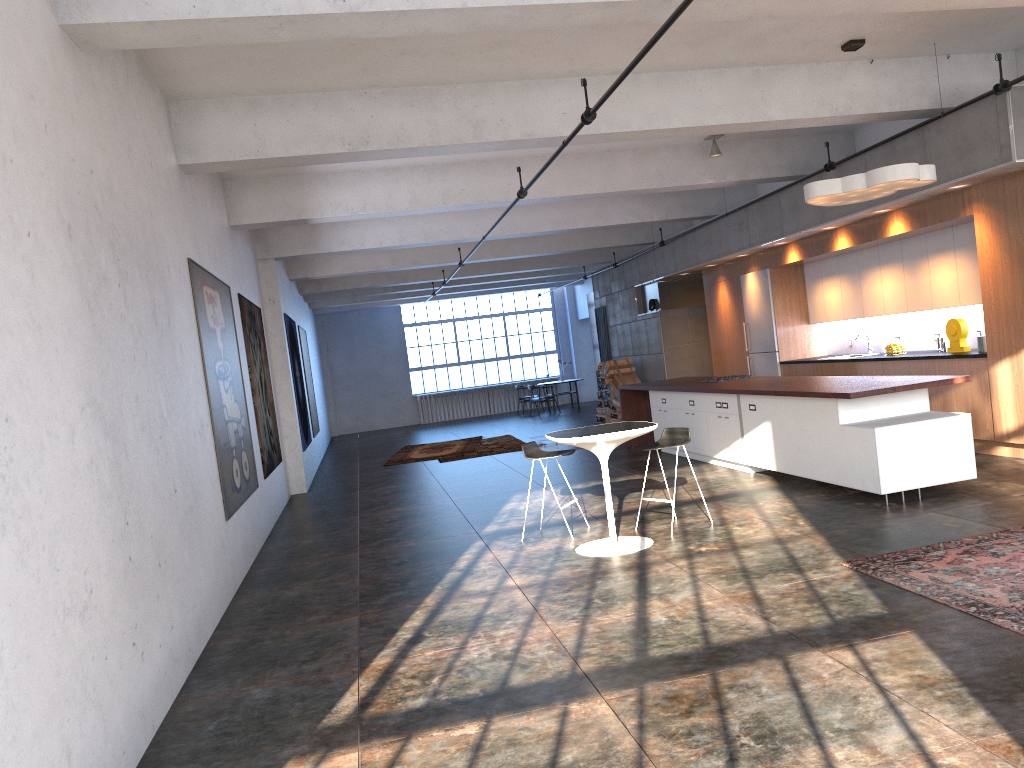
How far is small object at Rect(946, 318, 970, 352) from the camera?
9.5m

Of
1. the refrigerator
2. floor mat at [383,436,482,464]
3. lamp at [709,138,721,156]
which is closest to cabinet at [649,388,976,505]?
the refrigerator

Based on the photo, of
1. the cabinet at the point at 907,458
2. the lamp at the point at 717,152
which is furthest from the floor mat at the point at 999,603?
the lamp at the point at 717,152

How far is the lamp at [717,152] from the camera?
10.74m

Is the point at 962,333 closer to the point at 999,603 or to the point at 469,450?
the point at 999,603

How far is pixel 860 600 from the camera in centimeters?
488cm

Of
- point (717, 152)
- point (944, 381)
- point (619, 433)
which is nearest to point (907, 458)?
point (944, 381)

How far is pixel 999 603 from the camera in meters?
4.5 m

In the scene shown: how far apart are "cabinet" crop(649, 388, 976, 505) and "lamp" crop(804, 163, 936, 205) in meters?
1.8

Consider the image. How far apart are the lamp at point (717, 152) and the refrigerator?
2.9m
